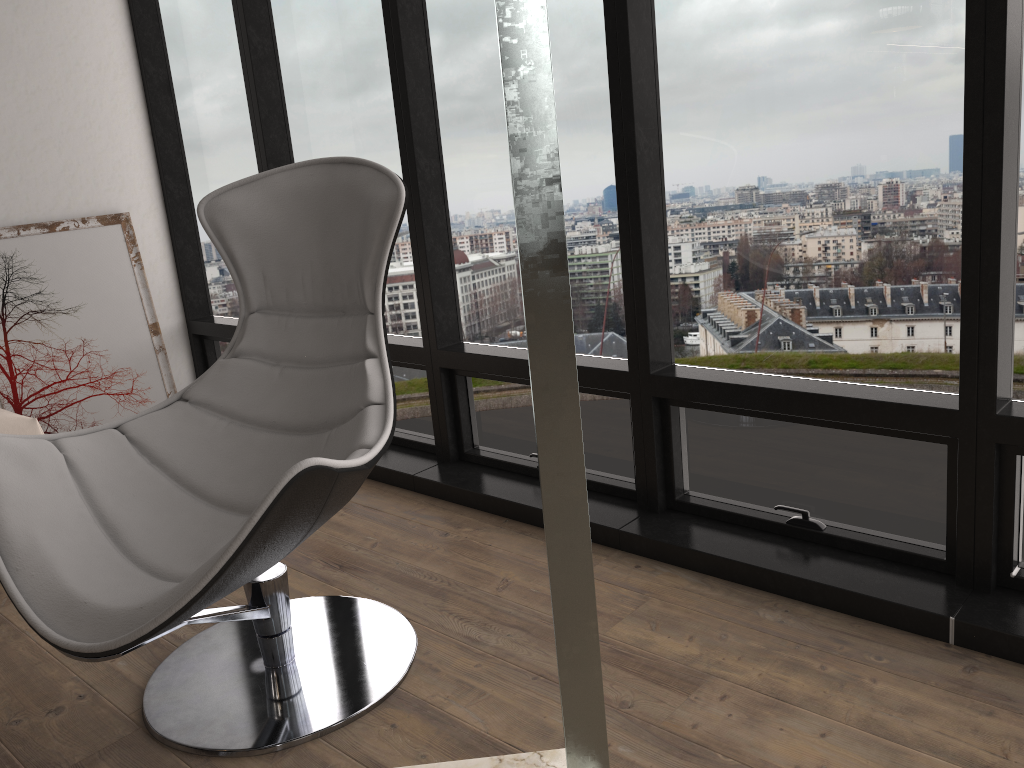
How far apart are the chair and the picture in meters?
1.8 m

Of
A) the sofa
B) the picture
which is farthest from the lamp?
the picture

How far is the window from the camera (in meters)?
1.86

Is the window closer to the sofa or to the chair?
the chair

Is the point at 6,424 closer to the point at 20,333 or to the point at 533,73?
the point at 20,333

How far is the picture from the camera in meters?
3.5 m

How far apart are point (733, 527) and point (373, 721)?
1.1m

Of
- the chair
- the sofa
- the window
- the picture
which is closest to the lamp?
the chair

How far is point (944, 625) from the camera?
1.9m

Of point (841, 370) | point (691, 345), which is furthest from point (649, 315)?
point (841, 370)
